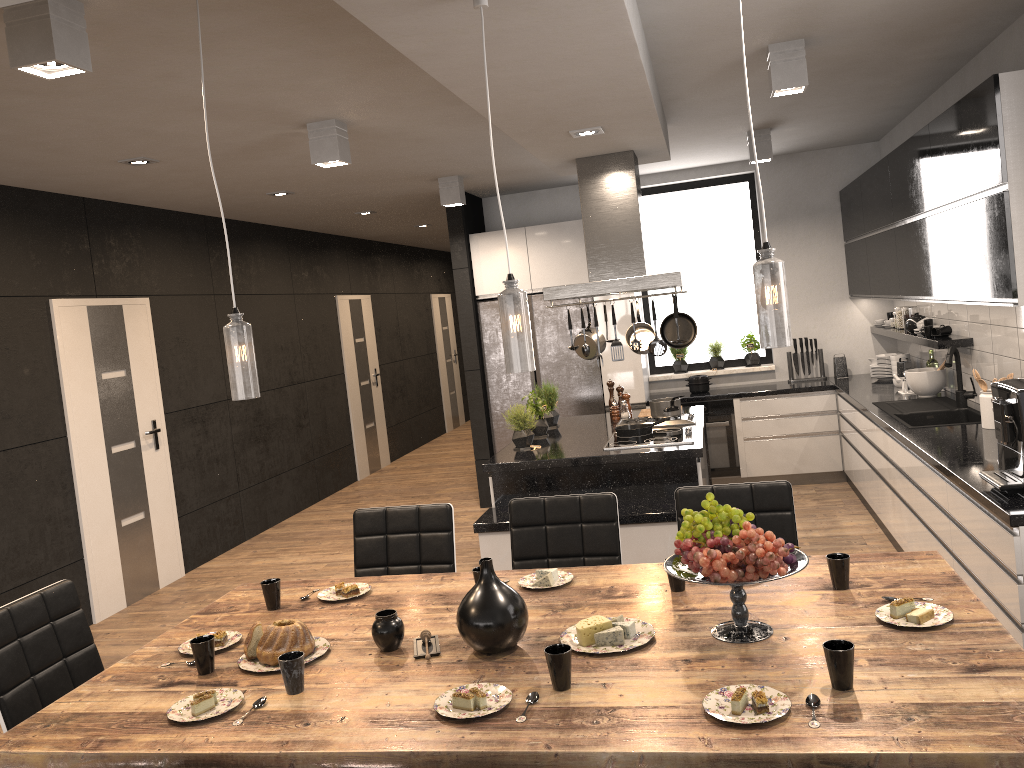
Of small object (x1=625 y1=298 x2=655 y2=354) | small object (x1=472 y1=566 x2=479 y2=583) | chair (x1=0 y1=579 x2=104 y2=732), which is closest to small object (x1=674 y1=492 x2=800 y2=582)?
small object (x1=472 y1=566 x2=479 y2=583)

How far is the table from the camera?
1.8 meters

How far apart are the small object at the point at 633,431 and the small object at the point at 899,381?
2.1 meters

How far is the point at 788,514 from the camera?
3.27m

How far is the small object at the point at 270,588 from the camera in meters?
2.9 m

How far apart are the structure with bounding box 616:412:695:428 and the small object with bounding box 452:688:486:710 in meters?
3.7 m

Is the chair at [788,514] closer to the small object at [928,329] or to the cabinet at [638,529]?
the cabinet at [638,529]

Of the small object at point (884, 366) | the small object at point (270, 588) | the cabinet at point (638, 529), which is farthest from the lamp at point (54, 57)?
the small object at point (884, 366)

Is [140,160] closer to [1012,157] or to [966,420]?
[1012,157]

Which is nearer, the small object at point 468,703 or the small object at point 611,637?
the small object at point 468,703
